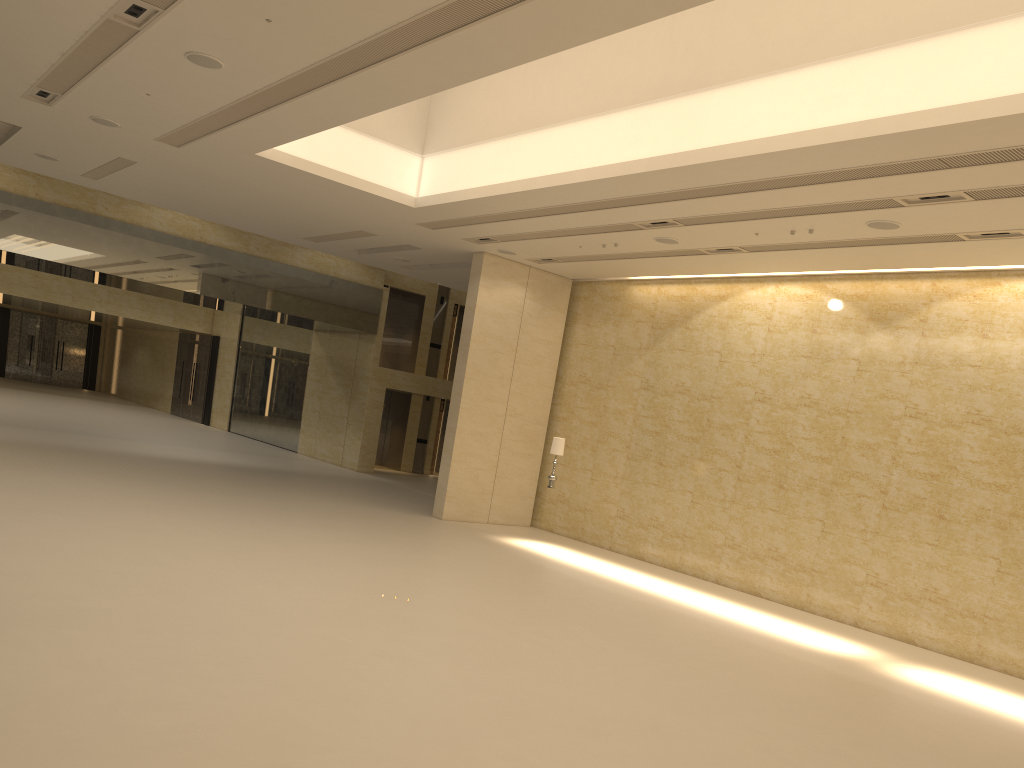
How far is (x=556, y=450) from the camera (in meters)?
17.63

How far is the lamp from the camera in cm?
1763

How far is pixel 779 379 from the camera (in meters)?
16.88

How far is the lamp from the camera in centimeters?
1763cm

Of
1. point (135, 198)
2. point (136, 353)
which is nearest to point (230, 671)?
point (135, 198)
